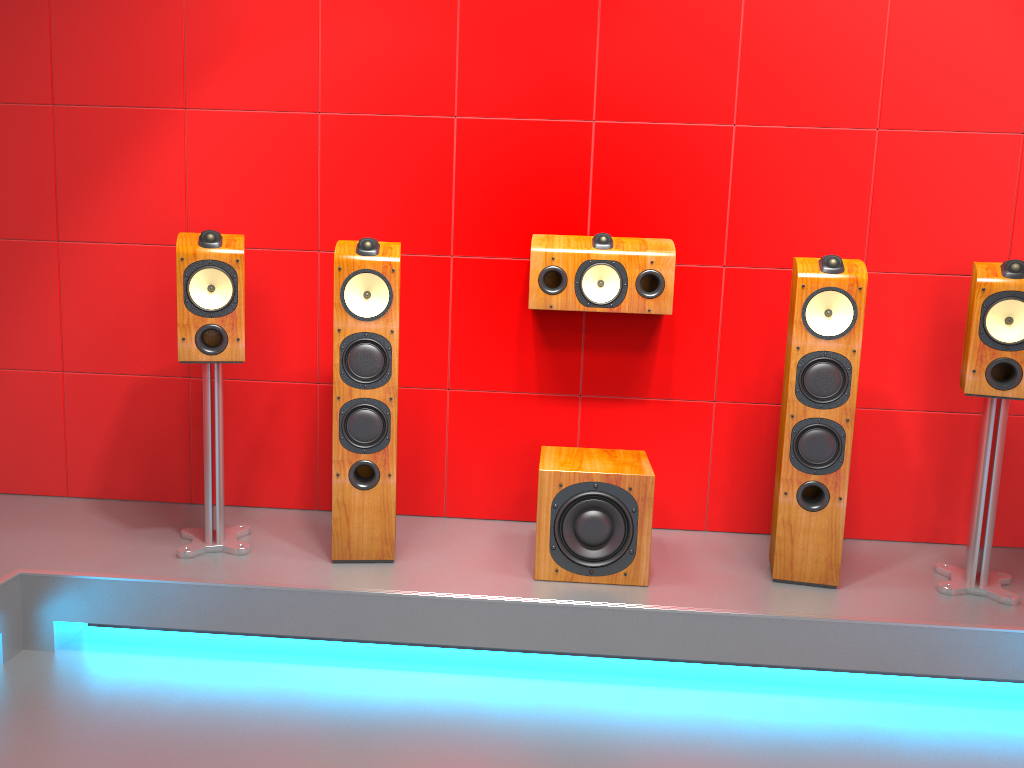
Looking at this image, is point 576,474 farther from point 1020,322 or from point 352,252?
point 1020,322

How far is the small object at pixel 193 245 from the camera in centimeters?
278cm

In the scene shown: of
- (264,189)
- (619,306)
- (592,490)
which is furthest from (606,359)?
(264,189)

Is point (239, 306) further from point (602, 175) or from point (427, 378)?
point (602, 175)

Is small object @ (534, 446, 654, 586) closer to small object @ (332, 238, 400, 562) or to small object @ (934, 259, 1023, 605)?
small object @ (332, 238, 400, 562)

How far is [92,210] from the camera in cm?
333

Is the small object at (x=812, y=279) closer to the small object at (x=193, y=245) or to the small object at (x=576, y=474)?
the small object at (x=576, y=474)

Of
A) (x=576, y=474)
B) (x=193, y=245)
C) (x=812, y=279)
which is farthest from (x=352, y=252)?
(x=812, y=279)

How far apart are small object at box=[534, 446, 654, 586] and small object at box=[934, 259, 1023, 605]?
0.95m

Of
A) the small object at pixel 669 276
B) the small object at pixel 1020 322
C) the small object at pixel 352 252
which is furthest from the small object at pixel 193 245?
the small object at pixel 1020 322
